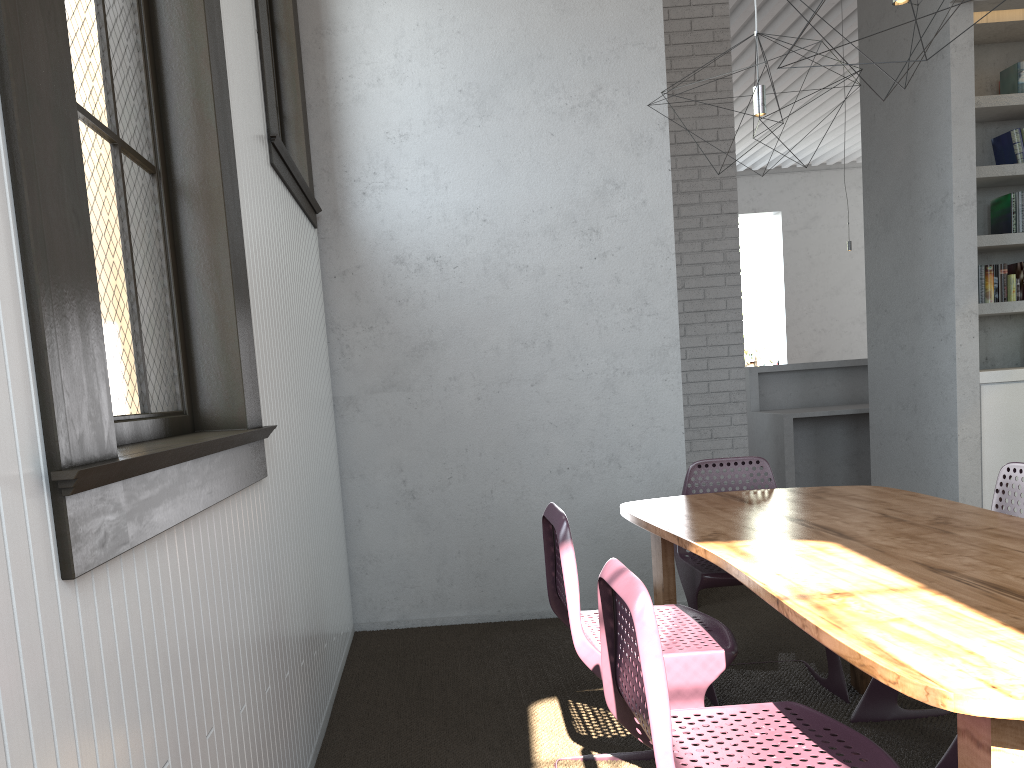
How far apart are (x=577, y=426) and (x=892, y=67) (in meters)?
3.12
